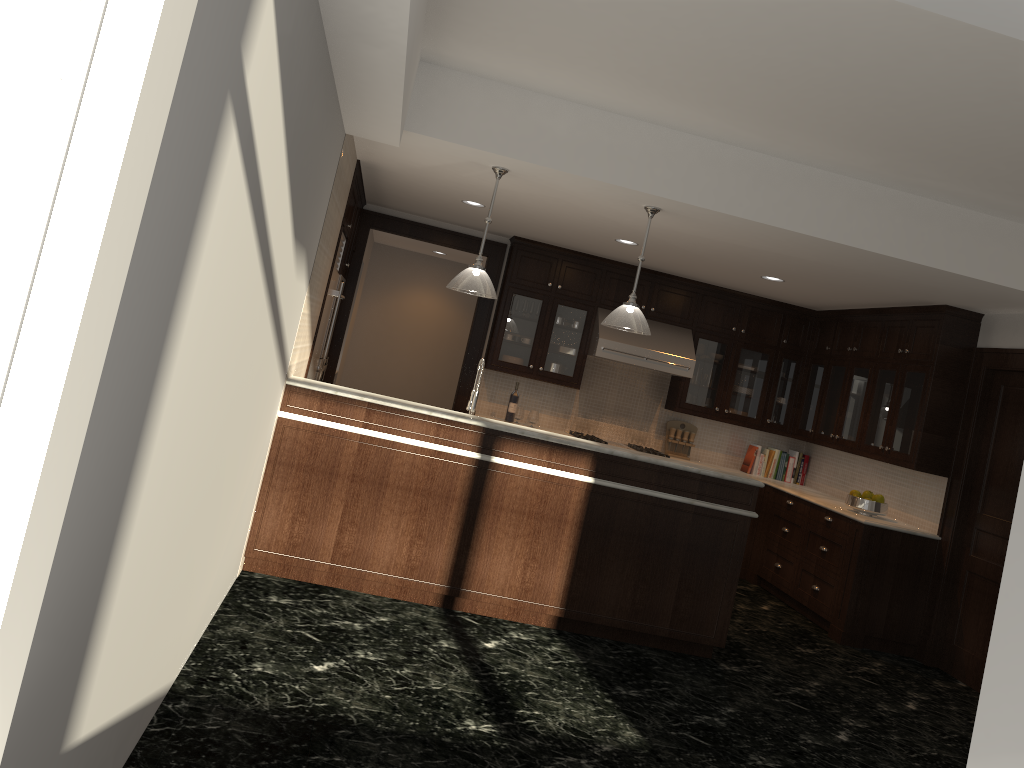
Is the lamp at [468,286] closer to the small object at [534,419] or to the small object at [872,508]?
the small object at [534,419]

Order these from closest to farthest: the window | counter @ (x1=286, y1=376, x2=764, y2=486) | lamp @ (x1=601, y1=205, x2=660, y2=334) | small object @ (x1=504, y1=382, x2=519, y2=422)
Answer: the window, counter @ (x1=286, y1=376, x2=764, y2=486), lamp @ (x1=601, y1=205, x2=660, y2=334), small object @ (x1=504, y1=382, x2=519, y2=422)

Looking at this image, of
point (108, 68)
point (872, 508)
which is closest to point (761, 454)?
point (872, 508)

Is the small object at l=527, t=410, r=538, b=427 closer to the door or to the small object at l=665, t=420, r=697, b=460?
the small object at l=665, t=420, r=697, b=460

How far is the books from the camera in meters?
8.6

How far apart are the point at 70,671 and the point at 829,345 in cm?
747

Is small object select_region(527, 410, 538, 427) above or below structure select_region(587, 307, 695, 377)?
below

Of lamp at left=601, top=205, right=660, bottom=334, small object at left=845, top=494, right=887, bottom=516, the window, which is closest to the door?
small object at left=845, top=494, right=887, bottom=516

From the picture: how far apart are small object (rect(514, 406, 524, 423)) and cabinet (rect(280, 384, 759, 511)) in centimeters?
302cm

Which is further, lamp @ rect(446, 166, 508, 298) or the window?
lamp @ rect(446, 166, 508, 298)
